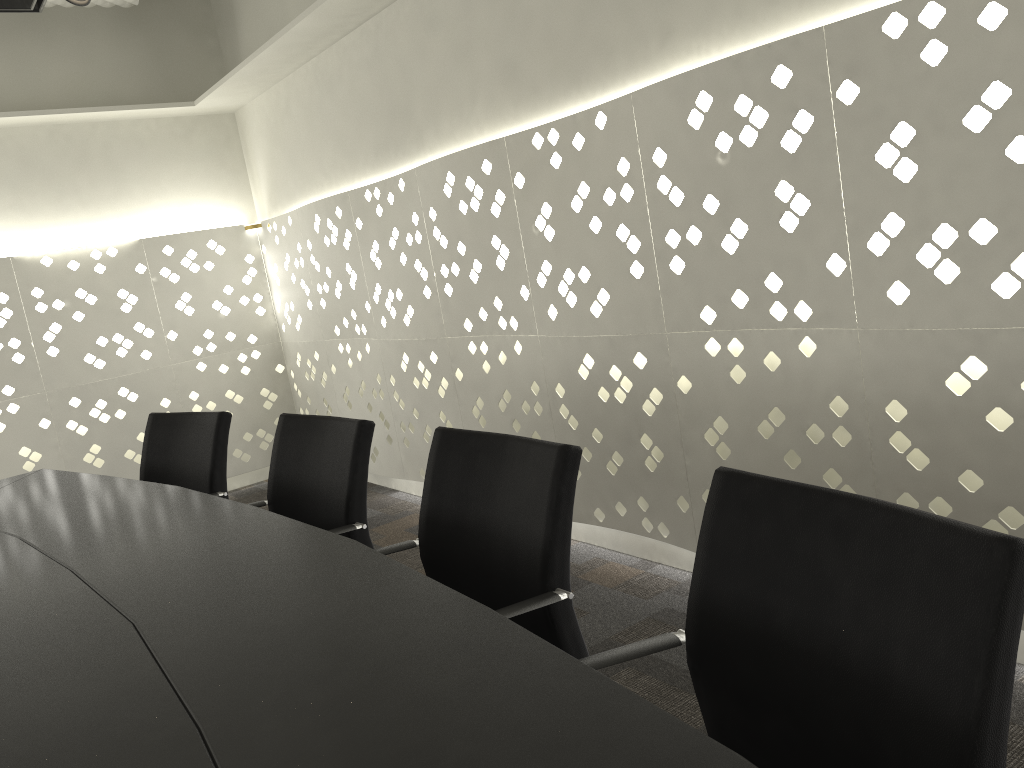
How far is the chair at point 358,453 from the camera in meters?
1.9 m

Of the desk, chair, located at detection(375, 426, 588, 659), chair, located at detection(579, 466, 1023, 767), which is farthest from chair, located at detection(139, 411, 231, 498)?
chair, located at detection(579, 466, 1023, 767)

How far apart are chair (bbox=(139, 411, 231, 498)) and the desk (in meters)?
0.24

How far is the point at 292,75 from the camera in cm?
416

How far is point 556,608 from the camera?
1.38m

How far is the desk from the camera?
0.80m

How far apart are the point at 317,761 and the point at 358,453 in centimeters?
115cm

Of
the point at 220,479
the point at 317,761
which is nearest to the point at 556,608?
the point at 317,761

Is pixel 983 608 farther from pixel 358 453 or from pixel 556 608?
pixel 358 453

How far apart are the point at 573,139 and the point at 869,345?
1.10m
